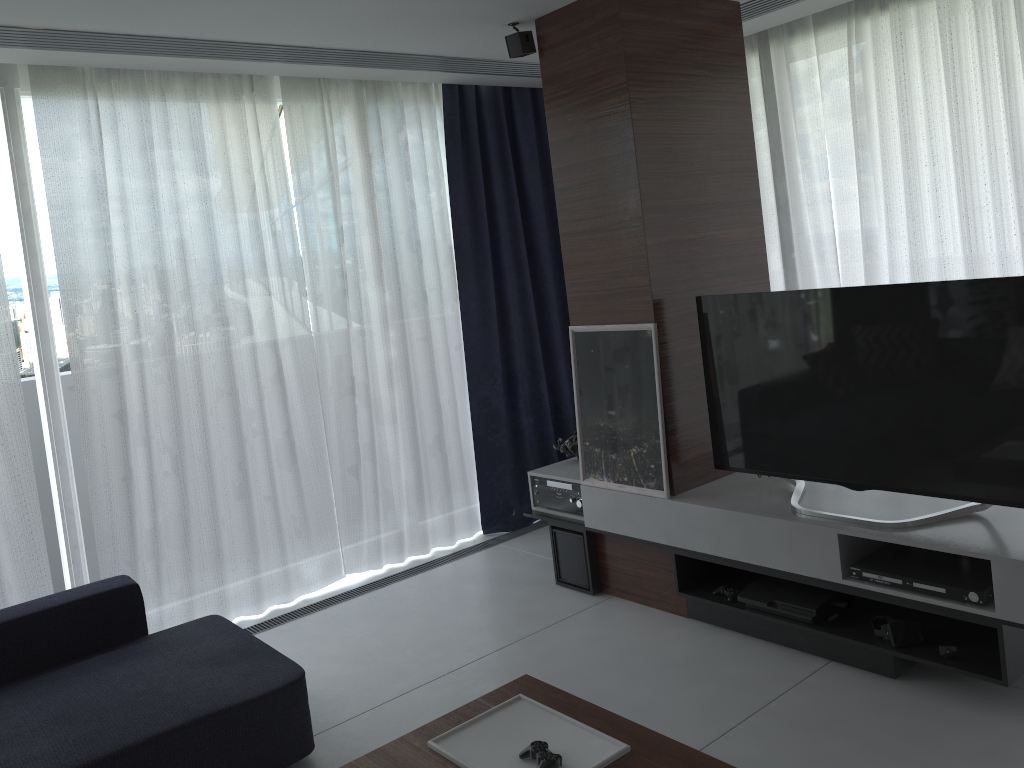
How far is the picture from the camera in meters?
3.6

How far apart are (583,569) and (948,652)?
1.6m

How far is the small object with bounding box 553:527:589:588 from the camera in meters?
4.0

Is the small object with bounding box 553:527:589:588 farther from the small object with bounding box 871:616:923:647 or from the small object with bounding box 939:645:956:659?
the small object with bounding box 939:645:956:659

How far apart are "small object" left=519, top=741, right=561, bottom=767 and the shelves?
1.4m

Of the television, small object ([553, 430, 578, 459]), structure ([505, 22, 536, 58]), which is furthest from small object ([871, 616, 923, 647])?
structure ([505, 22, 536, 58])

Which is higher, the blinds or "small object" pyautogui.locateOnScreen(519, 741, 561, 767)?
the blinds

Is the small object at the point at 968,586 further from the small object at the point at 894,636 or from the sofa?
the sofa

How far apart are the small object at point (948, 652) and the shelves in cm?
2

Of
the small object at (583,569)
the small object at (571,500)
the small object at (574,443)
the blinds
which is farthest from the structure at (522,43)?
the small object at (583,569)
